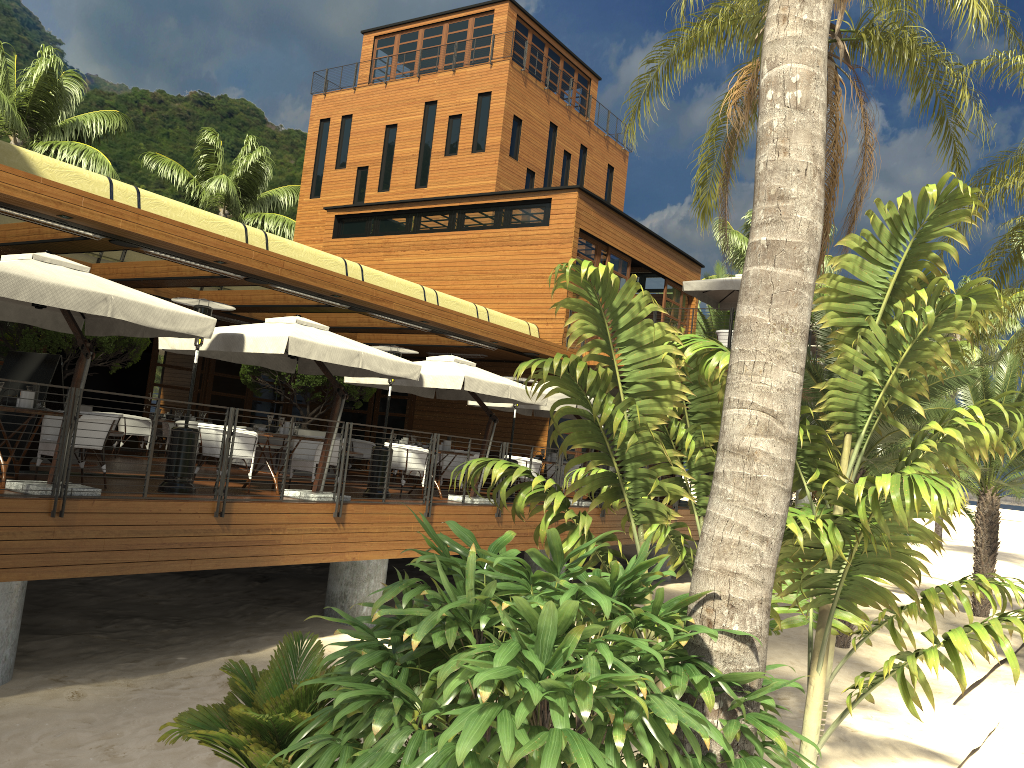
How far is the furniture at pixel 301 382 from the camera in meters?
15.9 m

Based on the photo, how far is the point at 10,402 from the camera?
8.7 meters

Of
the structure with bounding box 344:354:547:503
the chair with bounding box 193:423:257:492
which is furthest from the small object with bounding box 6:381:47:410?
the structure with bounding box 344:354:547:503

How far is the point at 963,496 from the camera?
4.8 meters

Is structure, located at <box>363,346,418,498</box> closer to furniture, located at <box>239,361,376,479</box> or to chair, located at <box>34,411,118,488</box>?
furniture, located at <box>239,361,376,479</box>

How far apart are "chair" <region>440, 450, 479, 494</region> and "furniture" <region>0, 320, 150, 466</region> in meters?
5.1

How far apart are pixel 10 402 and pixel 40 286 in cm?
177

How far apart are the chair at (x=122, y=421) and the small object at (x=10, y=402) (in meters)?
8.14

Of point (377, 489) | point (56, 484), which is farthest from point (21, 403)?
point (377, 489)

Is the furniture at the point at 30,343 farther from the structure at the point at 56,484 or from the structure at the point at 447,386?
the structure at the point at 56,484
